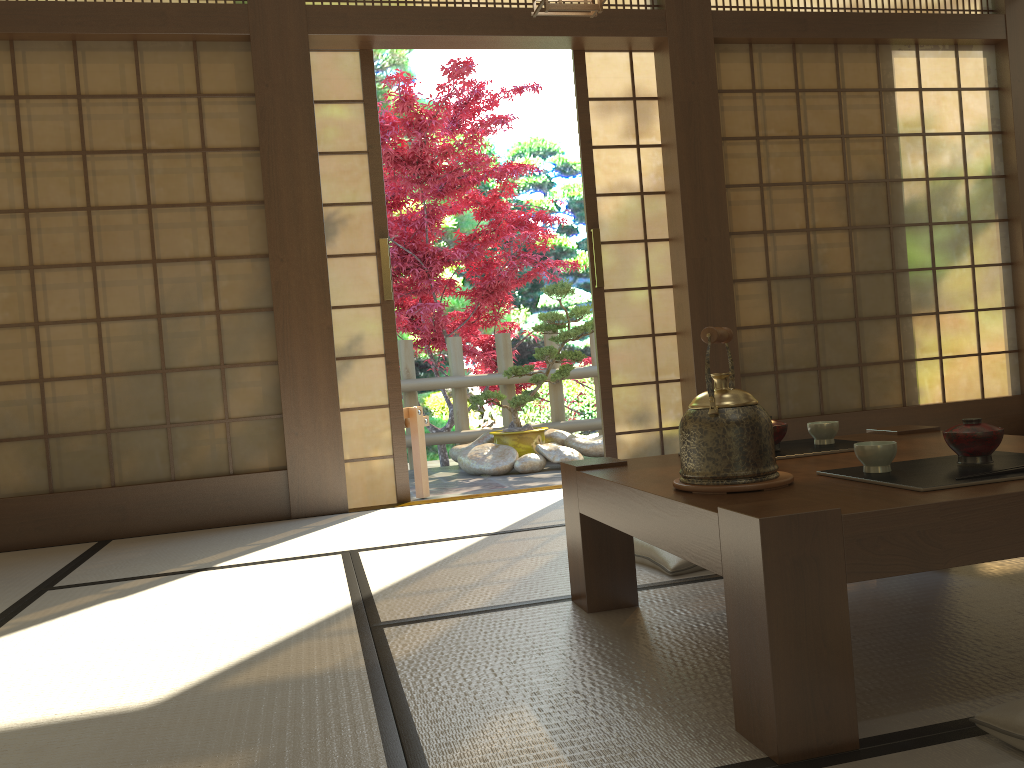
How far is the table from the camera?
1.3m

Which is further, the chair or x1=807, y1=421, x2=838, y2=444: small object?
the chair

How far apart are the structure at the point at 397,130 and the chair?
1.7m

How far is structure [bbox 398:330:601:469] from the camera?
6.9m

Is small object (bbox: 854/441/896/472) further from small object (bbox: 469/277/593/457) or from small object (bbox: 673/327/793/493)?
small object (bbox: 469/277/593/457)

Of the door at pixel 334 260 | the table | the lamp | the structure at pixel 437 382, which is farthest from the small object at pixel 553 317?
the table

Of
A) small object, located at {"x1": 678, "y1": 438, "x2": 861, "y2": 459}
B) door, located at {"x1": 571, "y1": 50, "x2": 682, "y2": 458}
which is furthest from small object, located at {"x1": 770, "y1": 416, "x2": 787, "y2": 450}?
door, located at {"x1": 571, "y1": 50, "x2": 682, "y2": 458}

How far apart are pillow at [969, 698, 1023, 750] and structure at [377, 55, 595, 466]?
5.4m

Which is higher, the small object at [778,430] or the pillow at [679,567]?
the small object at [778,430]

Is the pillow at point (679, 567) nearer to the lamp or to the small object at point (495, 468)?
the lamp
